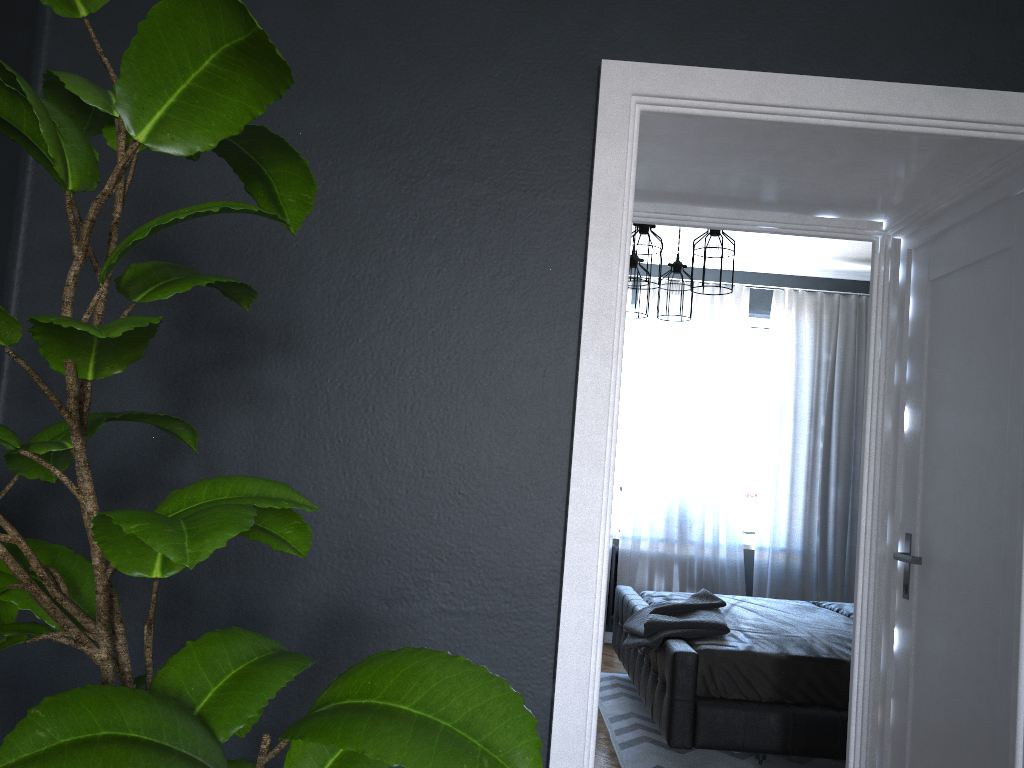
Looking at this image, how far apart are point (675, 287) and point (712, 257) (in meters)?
0.99

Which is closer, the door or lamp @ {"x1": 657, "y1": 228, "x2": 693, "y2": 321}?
the door

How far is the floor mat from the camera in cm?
404

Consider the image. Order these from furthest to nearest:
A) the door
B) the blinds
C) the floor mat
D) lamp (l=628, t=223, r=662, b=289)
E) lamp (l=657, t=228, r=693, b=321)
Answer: the blinds
lamp (l=657, t=228, r=693, b=321)
lamp (l=628, t=223, r=662, b=289)
the floor mat
the door

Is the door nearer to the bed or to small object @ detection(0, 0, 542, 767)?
the bed

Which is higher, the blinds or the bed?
the blinds

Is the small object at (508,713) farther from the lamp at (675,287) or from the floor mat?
the lamp at (675,287)

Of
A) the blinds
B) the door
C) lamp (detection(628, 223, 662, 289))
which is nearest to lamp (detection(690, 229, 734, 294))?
lamp (detection(628, 223, 662, 289))

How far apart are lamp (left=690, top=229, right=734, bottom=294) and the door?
1.4m

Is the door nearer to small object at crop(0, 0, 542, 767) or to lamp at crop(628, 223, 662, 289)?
lamp at crop(628, 223, 662, 289)
